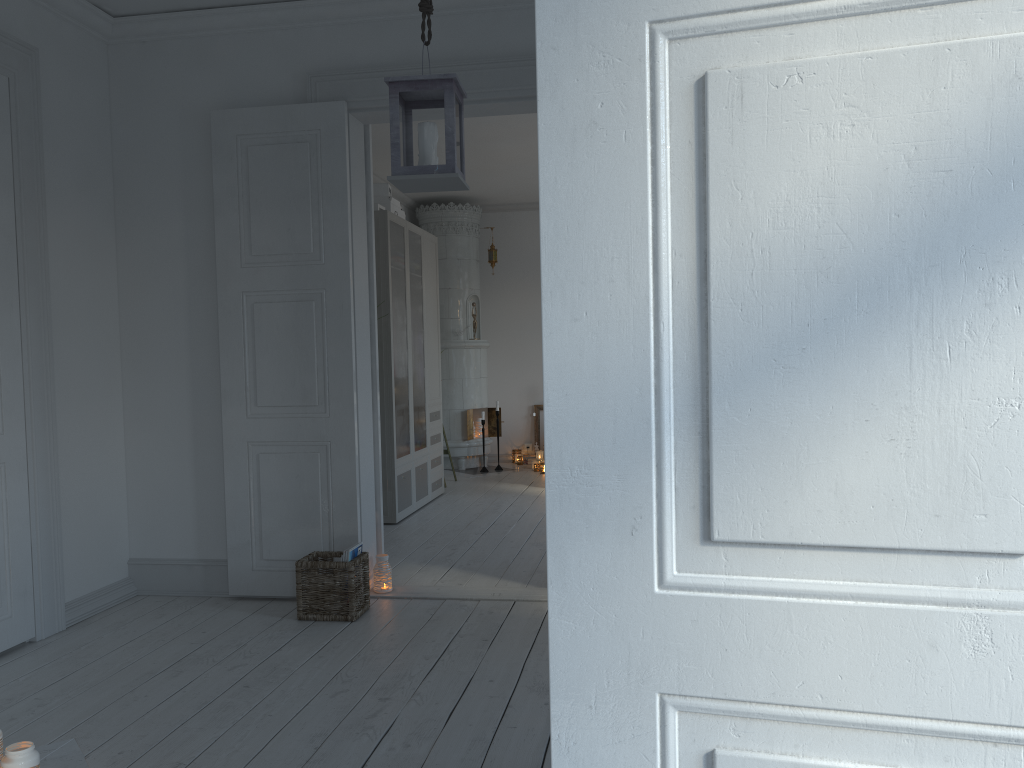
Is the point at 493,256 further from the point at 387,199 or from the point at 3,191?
the point at 3,191

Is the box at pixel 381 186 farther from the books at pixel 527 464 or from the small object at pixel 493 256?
the books at pixel 527 464

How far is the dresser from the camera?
5.8 meters

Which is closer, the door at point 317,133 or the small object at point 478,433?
the door at point 317,133

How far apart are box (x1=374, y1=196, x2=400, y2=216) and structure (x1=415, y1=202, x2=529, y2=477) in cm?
228

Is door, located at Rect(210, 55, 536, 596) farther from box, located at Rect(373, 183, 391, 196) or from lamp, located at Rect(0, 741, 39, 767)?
box, located at Rect(373, 183, 391, 196)

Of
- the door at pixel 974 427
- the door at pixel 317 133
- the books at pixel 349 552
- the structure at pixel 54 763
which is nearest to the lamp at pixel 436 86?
the door at pixel 317 133

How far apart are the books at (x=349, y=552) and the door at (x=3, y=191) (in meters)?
1.23

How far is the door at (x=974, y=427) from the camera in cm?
85

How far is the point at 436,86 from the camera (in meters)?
Result: 2.78
